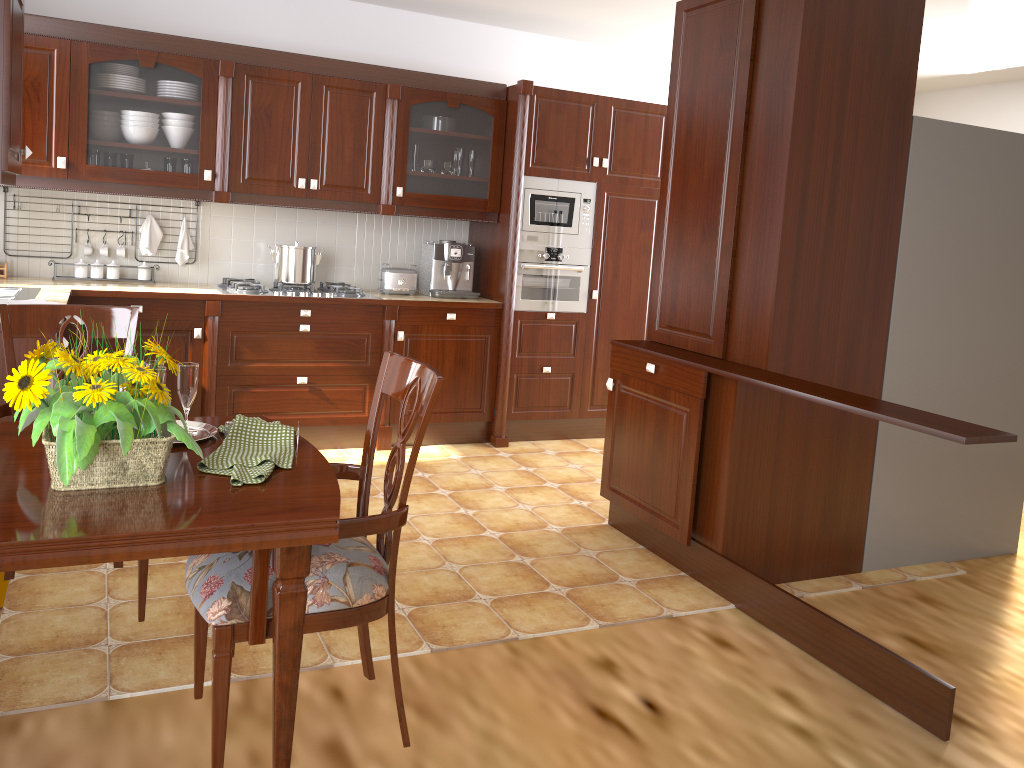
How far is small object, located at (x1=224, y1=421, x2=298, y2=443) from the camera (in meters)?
1.80

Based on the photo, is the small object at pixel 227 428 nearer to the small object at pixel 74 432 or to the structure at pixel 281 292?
the small object at pixel 74 432

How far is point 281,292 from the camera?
4.4m

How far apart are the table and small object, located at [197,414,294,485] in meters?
0.0

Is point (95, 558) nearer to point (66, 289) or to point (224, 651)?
point (224, 651)

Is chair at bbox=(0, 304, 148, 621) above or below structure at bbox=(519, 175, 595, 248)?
below

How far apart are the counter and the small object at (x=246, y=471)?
2.0 meters

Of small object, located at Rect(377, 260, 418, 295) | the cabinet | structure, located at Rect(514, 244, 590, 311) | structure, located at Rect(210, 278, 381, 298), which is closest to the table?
the cabinet

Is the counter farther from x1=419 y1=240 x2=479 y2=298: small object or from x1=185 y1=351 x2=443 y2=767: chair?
x1=185 y1=351 x2=443 y2=767: chair

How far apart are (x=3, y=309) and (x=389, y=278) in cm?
270
